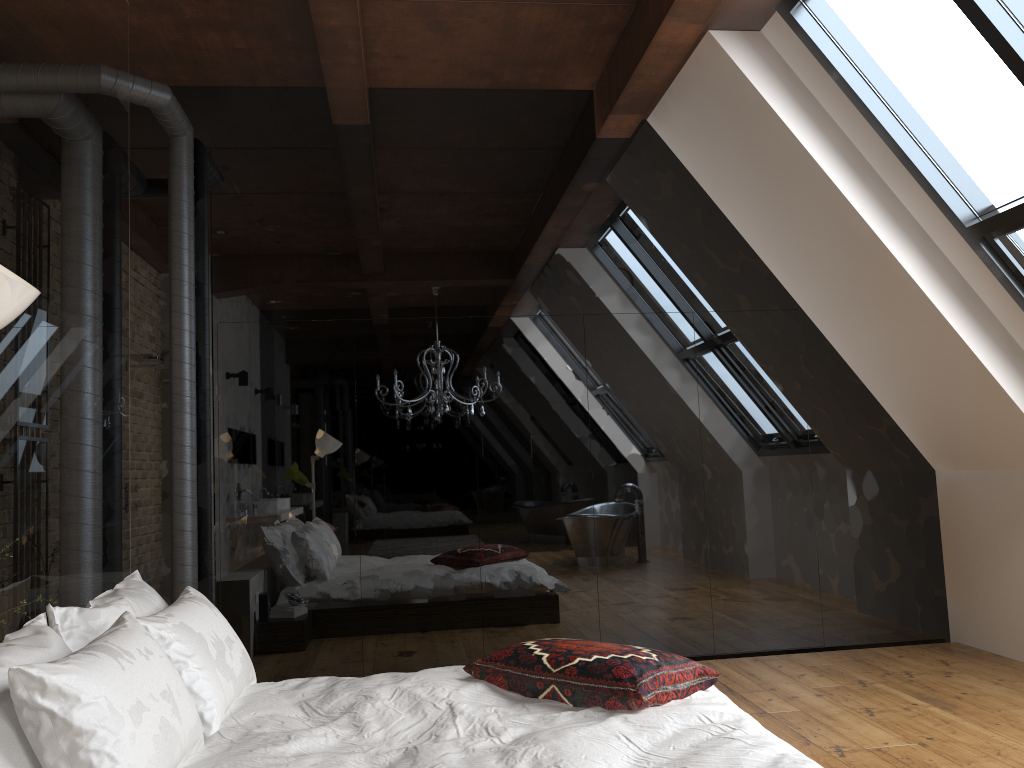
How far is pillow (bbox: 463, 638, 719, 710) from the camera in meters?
2.6 m

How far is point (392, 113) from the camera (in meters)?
5.16

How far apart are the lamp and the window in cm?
327

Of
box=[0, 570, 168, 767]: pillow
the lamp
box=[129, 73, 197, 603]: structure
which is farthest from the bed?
box=[129, 73, 197, 603]: structure

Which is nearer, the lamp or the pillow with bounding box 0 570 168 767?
the lamp

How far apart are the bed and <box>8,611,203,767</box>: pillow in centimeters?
2cm

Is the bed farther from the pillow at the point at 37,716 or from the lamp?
the lamp

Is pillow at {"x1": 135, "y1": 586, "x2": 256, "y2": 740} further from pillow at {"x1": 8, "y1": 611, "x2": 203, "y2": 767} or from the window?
the window

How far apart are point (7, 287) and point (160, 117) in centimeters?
353cm

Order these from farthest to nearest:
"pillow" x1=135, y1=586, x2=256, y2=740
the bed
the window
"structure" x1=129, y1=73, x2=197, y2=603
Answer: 1. "structure" x1=129, y1=73, x2=197, y2=603
2. the window
3. "pillow" x1=135, y1=586, x2=256, y2=740
4. the bed
